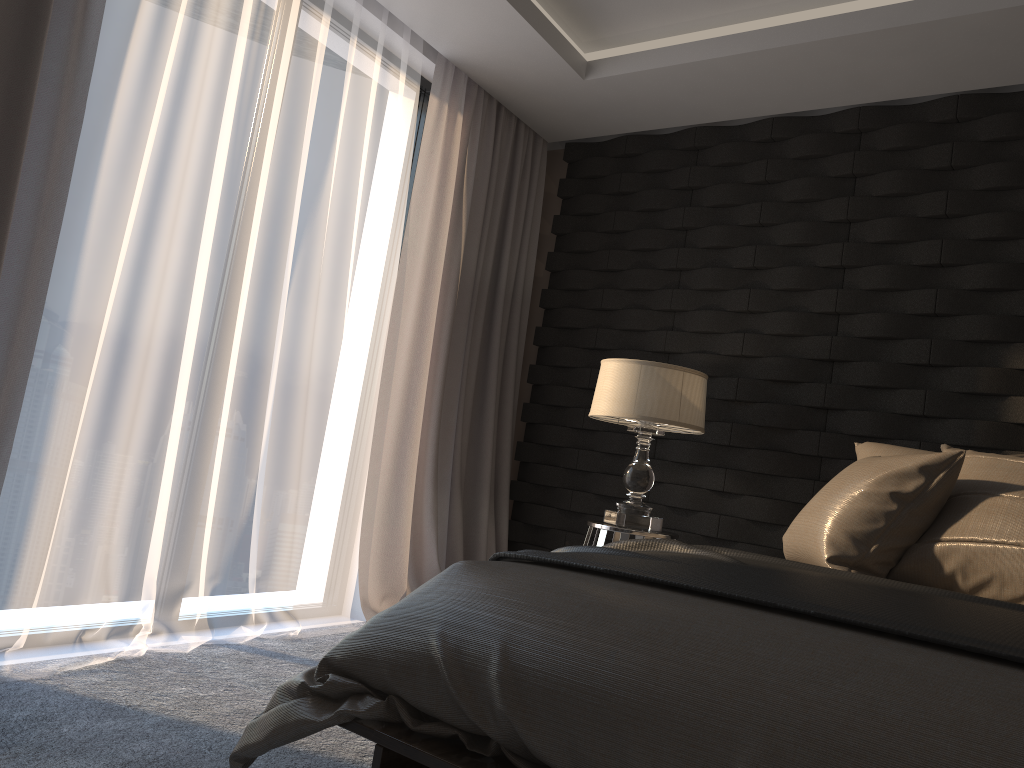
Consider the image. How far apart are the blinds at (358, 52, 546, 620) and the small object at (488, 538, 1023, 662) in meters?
1.7

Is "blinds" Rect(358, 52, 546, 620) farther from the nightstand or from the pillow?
the pillow

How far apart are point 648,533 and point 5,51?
2.5 meters

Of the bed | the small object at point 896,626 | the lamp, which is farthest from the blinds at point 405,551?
the bed

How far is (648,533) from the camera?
3.2 meters

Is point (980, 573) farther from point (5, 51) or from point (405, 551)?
point (5, 51)

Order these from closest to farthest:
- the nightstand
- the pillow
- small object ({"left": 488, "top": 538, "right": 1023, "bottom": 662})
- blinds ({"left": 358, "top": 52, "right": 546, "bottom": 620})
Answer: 1. small object ({"left": 488, "top": 538, "right": 1023, "bottom": 662})
2. the pillow
3. the nightstand
4. blinds ({"left": 358, "top": 52, "right": 546, "bottom": 620})

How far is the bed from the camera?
1.2 meters

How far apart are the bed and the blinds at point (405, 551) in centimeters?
191cm

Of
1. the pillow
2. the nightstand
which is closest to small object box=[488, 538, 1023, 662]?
the pillow
